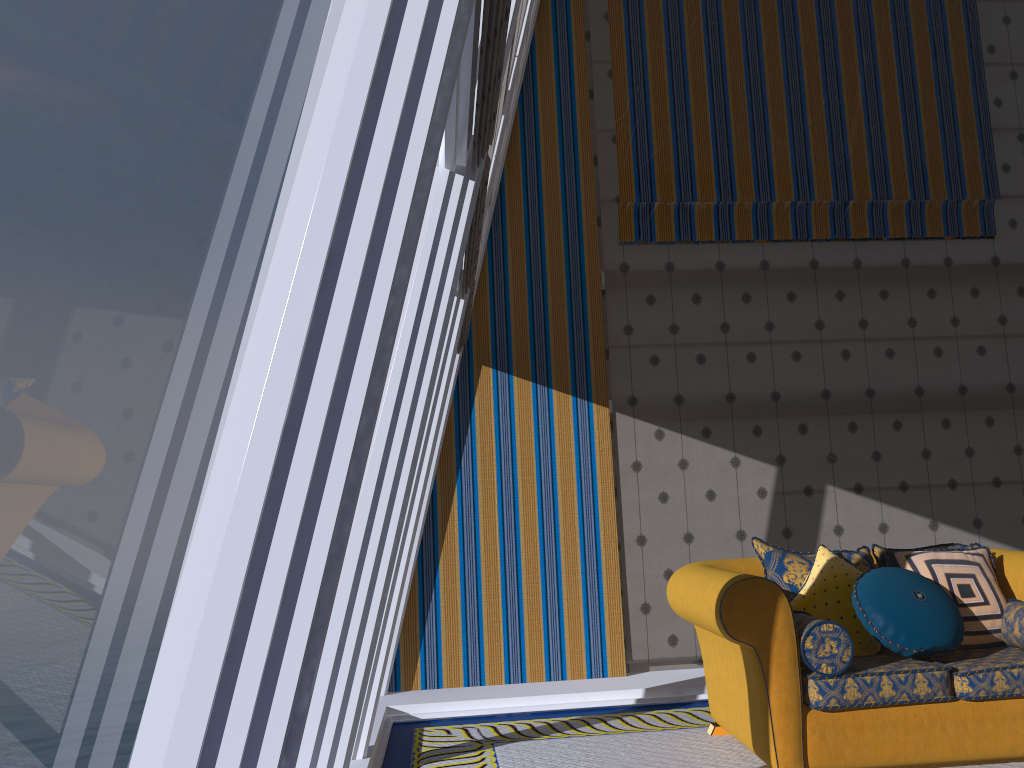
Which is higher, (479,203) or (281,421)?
(479,203)

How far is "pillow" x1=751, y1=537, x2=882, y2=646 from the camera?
4.1m

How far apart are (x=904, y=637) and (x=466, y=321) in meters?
2.7 m

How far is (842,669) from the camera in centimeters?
349cm

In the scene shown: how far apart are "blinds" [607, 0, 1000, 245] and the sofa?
2.4m

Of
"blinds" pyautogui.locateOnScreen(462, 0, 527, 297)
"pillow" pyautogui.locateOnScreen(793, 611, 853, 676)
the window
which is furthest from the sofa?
"blinds" pyautogui.locateOnScreen(462, 0, 527, 297)

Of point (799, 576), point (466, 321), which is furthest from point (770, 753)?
point (466, 321)

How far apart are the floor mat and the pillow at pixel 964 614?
0.5m

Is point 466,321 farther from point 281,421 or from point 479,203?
Answer: point 281,421

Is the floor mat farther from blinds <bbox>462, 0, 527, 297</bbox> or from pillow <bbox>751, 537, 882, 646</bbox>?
blinds <bbox>462, 0, 527, 297</bbox>
